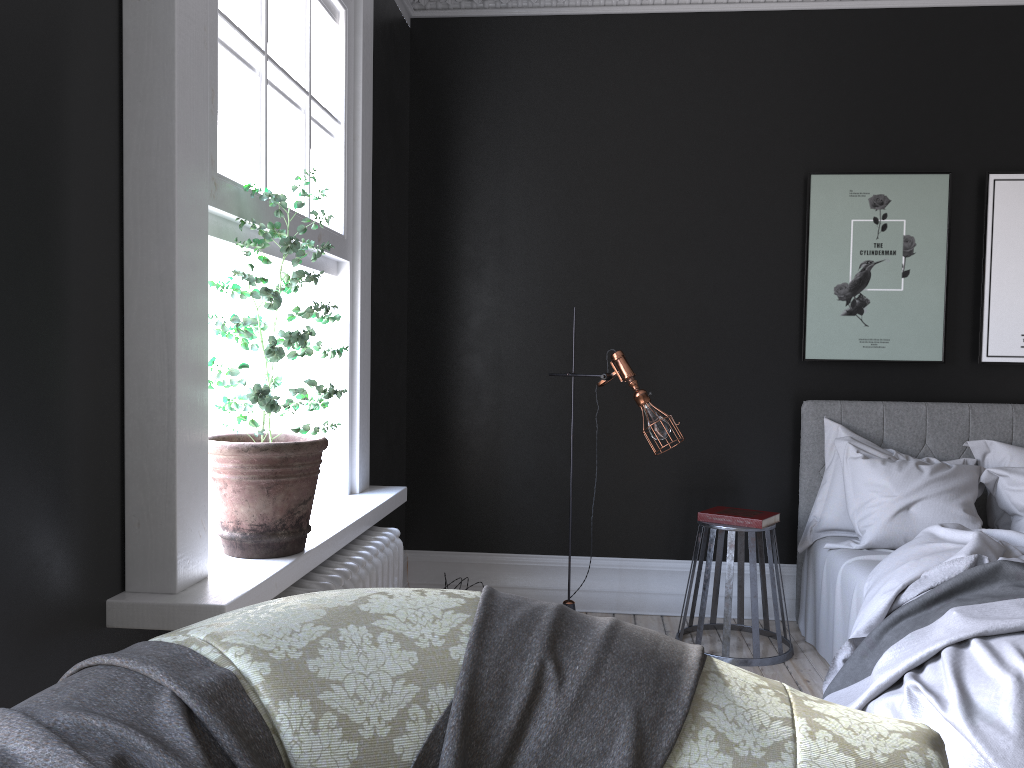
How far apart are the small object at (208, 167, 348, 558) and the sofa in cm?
108

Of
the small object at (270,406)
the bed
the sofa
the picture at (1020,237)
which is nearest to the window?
the small object at (270,406)

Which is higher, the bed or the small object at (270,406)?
the small object at (270,406)

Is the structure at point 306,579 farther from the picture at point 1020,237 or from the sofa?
the picture at point 1020,237

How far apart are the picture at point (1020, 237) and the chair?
1.7m

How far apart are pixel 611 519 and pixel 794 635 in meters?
1.2 m

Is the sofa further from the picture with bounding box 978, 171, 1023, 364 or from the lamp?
the picture with bounding box 978, 171, 1023, 364

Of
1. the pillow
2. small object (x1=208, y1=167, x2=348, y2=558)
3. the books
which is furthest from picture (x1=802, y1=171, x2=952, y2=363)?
small object (x1=208, y1=167, x2=348, y2=558)

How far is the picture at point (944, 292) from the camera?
5.0m

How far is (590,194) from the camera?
5.25m
